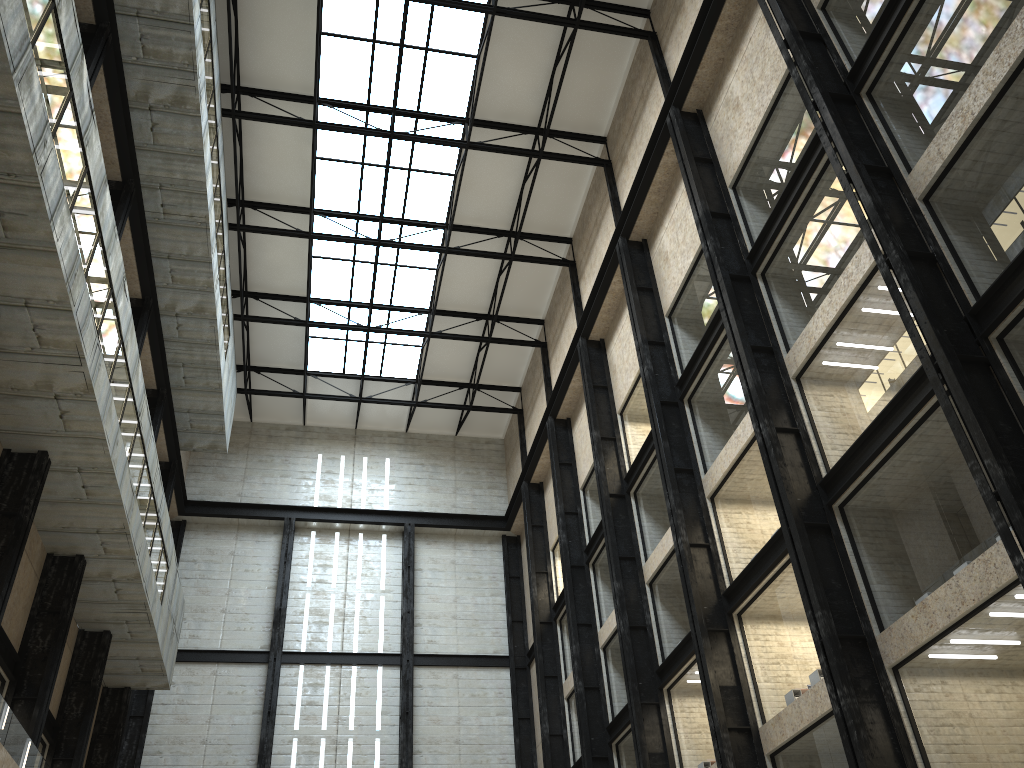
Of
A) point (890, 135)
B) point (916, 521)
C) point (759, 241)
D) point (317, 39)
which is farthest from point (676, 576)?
point (317, 39)

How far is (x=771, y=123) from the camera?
38.27m
